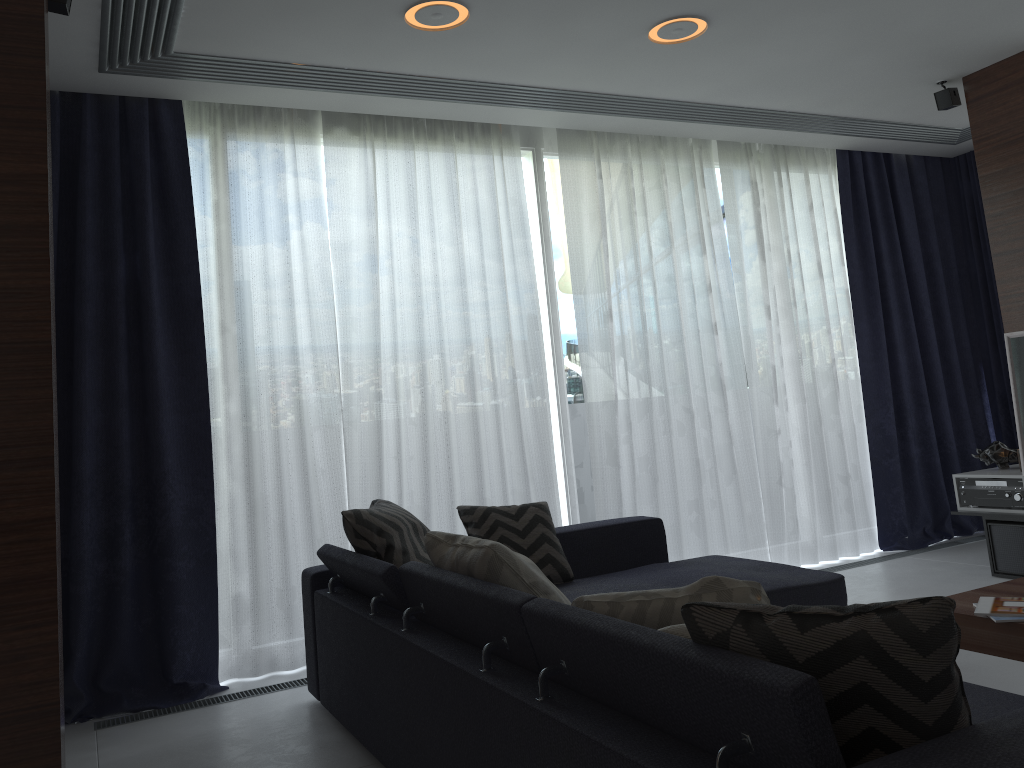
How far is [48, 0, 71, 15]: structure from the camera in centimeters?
270cm

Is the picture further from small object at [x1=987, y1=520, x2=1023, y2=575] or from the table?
the table

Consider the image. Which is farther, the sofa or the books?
the books

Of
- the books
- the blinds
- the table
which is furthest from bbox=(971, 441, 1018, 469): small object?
the books

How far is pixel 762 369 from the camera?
5.3m

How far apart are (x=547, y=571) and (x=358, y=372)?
1.38m

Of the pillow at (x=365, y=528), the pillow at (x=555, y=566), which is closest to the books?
the pillow at (x=555, y=566)

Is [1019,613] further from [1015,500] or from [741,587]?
[1015,500]

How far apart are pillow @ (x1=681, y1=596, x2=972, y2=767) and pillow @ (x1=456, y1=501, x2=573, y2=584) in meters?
2.2 m

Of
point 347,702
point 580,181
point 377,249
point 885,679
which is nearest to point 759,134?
point 580,181
